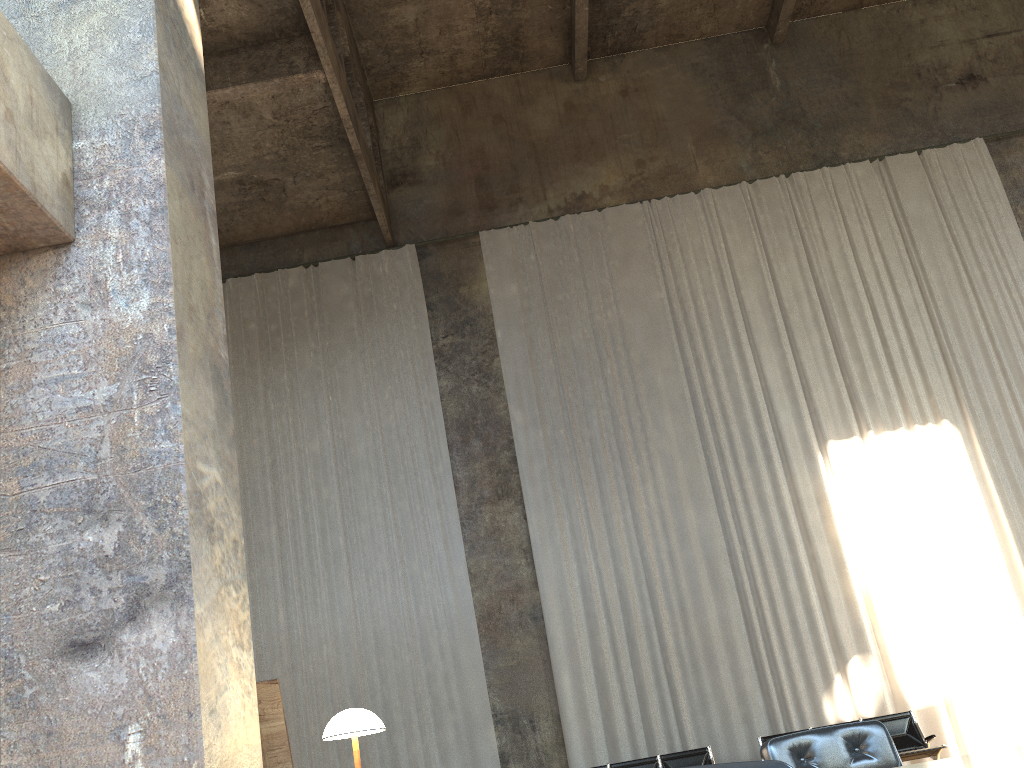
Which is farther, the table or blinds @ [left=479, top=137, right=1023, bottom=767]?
blinds @ [left=479, top=137, right=1023, bottom=767]

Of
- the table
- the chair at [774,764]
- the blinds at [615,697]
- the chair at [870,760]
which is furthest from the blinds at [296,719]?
the chair at [774,764]

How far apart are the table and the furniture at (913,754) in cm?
683

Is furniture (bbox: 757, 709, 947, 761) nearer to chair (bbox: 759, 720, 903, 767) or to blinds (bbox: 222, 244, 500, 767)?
blinds (bbox: 222, 244, 500, 767)

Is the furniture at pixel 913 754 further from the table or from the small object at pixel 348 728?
the small object at pixel 348 728

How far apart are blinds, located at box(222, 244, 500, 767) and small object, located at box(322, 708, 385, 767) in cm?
783

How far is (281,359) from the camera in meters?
13.0

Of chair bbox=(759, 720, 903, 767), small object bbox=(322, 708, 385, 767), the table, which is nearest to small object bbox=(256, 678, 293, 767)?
small object bbox=(322, 708, 385, 767)

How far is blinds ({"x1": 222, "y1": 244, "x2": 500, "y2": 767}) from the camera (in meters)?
10.96

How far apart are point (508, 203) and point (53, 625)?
11.61m
